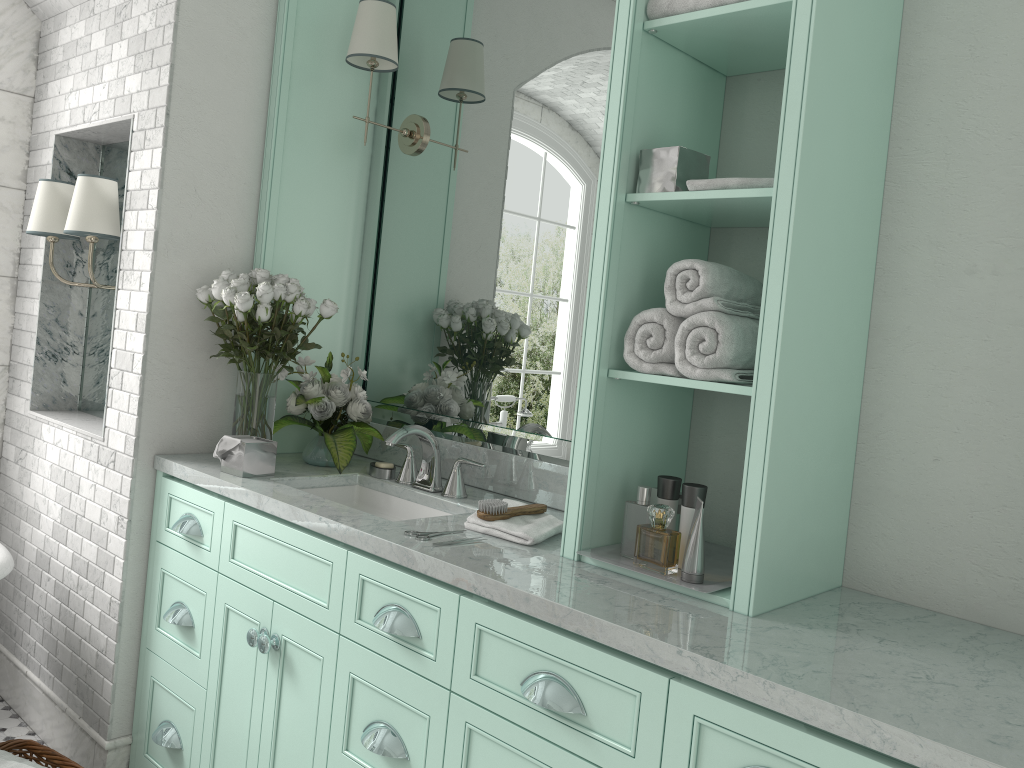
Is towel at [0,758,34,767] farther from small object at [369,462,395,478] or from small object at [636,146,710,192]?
small object at [636,146,710,192]

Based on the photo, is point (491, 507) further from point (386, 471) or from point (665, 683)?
point (665, 683)

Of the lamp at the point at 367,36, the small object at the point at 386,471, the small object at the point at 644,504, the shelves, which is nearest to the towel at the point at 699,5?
the shelves

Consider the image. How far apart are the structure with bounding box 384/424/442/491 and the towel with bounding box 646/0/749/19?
1.34m

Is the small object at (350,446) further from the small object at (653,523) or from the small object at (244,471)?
the small object at (653,523)

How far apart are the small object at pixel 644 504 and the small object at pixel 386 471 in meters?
1.1

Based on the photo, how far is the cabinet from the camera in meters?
1.6 m

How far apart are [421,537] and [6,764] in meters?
1.4 m

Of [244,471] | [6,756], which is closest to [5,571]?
[6,756]

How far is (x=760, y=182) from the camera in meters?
1.9
